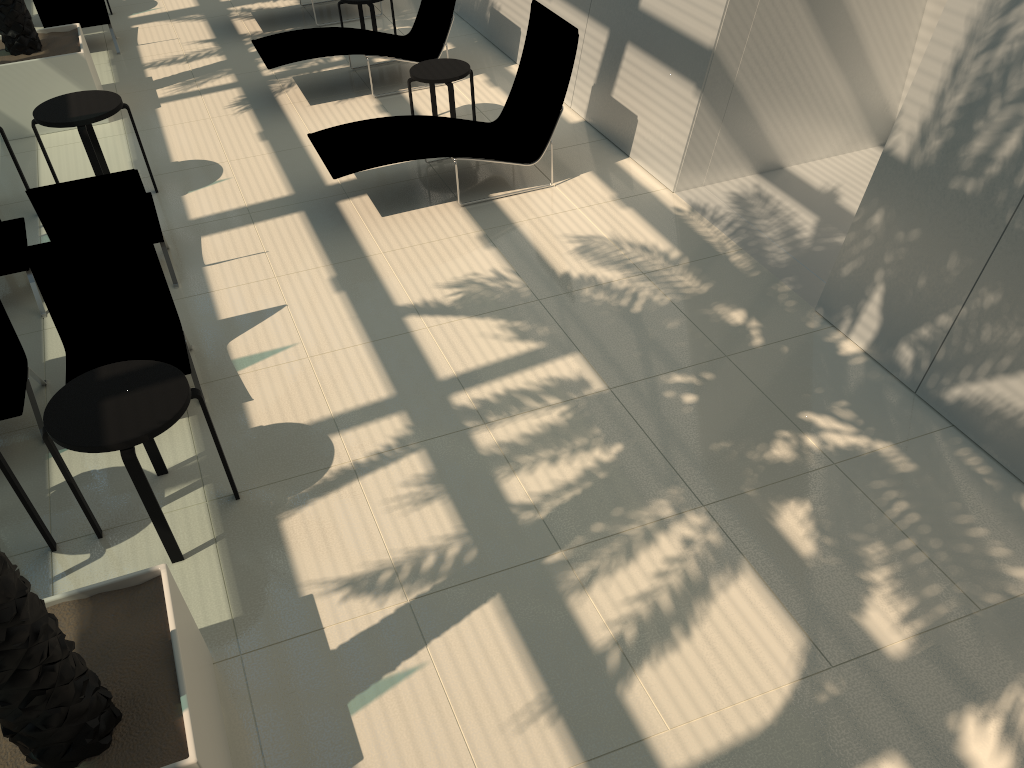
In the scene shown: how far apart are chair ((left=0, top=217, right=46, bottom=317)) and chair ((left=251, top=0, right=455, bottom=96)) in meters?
3.2

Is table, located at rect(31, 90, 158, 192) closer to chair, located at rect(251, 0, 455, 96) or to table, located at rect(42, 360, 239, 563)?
chair, located at rect(251, 0, 455, 96)

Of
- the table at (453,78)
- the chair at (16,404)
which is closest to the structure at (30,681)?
the chair at (16,404)

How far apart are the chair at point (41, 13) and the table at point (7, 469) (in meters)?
8.34

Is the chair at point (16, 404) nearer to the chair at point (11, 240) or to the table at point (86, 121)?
the chair at point (11, 240)

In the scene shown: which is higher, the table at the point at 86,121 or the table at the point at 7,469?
the table at the point at 86,121

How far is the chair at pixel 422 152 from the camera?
7.2m

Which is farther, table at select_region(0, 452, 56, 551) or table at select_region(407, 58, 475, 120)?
table at select_region(407, 58, 475, 120)

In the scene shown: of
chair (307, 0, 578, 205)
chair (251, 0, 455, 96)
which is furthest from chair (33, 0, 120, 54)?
chair (307, 0, 578, 205)

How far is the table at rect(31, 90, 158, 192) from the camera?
7.10m
